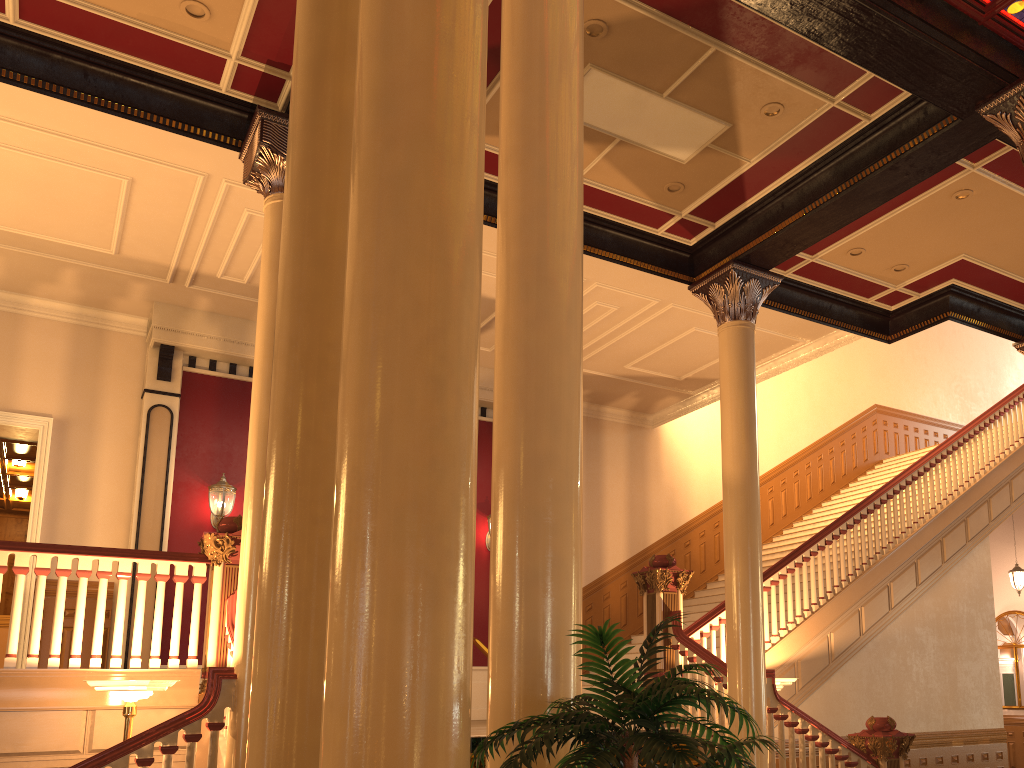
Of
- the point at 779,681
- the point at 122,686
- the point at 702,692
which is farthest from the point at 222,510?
the point at 702,692

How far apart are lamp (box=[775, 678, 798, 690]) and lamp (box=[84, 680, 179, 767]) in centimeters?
533cm

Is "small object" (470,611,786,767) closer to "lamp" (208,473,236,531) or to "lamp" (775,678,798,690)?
"lamp" (775,678,798,690)

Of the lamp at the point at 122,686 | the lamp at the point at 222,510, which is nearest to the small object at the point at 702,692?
the lamp at the point at 122,686

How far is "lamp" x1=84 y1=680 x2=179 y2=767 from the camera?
5.54m

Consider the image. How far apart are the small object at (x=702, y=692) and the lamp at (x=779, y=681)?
6.0m

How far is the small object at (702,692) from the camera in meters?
2.1 m

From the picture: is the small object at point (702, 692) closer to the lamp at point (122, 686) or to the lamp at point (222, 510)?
the lamp at point (122, 686)

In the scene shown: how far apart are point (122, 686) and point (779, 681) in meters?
5.6

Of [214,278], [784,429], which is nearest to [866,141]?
[214,278]
